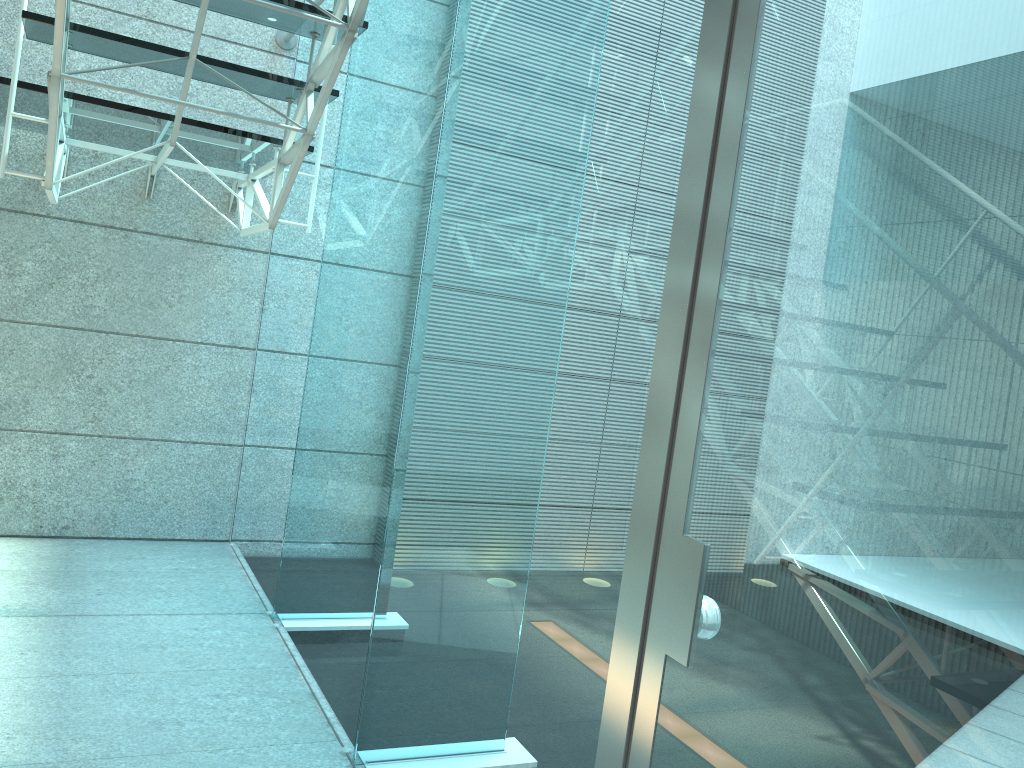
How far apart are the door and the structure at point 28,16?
1.20m

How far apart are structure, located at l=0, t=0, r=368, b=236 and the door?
1.2 meters

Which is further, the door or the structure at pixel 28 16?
the structure at pixel 28 16

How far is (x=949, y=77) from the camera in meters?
0.8

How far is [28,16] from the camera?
2.2m

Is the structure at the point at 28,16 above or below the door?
above

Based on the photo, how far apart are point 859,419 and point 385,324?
1.5 meters

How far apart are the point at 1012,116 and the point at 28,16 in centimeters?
235cm

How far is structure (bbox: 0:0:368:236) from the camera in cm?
225

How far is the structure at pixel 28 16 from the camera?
2.2m
